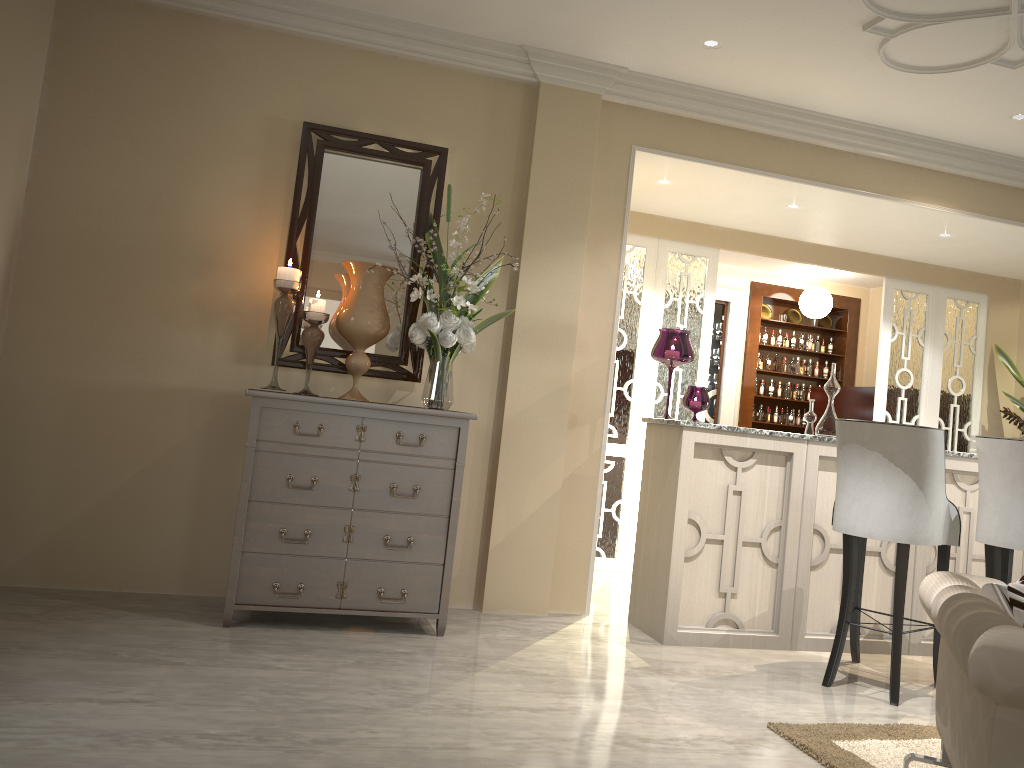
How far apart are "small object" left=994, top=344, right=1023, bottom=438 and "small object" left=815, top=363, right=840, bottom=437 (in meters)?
2.51

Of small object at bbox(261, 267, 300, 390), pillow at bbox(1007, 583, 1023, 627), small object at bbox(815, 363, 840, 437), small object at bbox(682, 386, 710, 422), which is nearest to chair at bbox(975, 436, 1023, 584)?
small object at bbox(815, 363, 840, 437)

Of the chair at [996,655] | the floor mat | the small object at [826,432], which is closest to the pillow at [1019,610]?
the chair at [996,655]

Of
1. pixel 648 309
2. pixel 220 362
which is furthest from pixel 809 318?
pixel 220 362

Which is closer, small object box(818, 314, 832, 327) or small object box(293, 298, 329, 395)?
small object box(293, 298, 329, 395)

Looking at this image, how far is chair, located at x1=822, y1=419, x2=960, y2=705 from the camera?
3.07m

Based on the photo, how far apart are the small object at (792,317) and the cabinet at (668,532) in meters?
3.5 m

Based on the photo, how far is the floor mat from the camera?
2.4m

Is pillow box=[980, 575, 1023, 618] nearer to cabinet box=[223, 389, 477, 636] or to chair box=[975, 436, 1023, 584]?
chair box=[975, 436, 1023, 584]

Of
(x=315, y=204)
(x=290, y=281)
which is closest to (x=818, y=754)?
(x=290, y=281)
